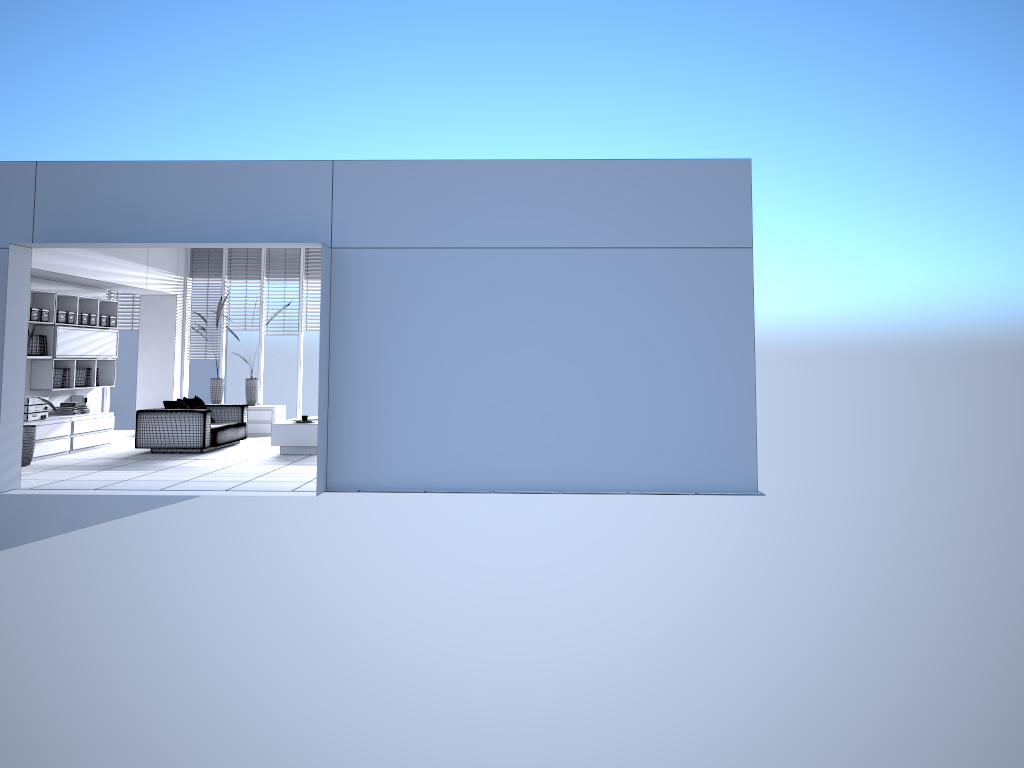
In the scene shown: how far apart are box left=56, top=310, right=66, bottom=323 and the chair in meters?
1.6 m

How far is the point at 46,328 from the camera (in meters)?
11.21

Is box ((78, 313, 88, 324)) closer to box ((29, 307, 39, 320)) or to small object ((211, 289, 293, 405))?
box ((29, 307, 39, 320))

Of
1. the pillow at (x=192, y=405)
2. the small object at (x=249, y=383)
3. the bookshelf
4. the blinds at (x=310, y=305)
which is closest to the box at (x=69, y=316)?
the bookshelf

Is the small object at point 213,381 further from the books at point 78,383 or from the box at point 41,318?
the box at point 41,318

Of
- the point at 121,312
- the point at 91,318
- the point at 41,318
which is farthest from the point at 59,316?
the point at 121,312

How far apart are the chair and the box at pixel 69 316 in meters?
1.7 m

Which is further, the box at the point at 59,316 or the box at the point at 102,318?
the box at the point at 102,318

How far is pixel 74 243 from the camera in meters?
7.9

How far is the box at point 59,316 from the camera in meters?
11.3 m
